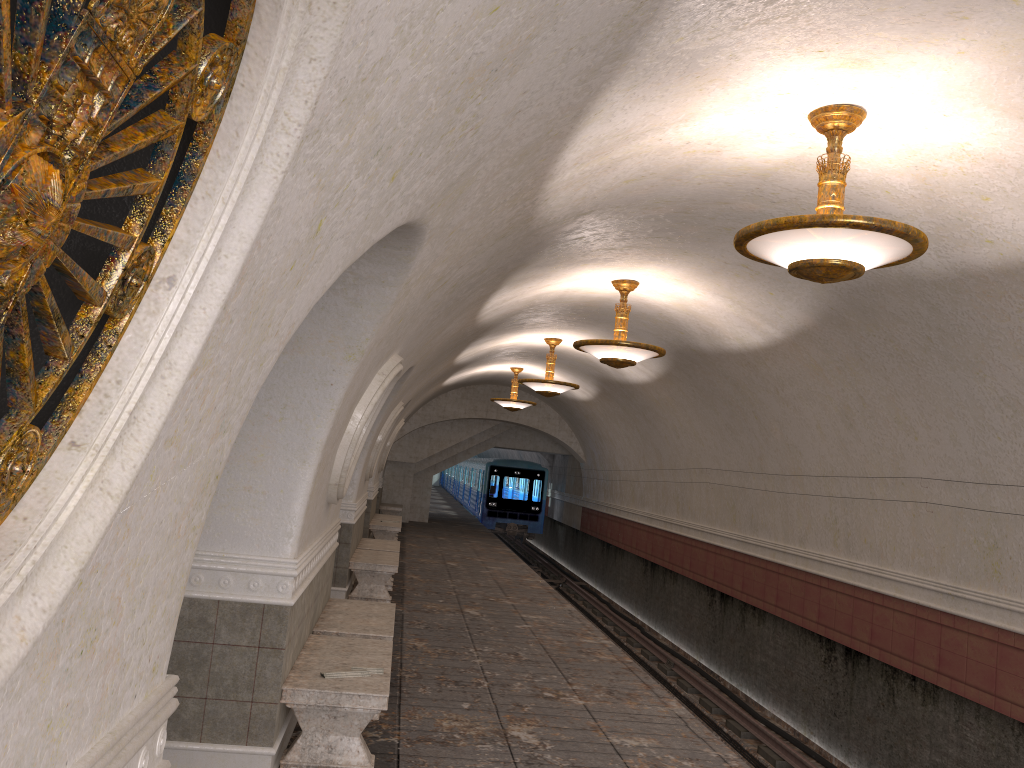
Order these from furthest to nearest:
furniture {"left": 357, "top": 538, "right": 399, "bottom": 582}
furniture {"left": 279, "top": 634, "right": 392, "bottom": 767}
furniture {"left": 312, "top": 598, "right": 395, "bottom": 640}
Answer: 1. furniture {"left": 357, "top": 538, "right": 399, "bottom": 582}
2. furniture {"left": 312, "top": 598, "right": 395, "bottom": 640}
3. furniture {"left": 279, "top": 634, "right": 392, "bottom": 767}

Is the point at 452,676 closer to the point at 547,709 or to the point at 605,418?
the point at 547,709

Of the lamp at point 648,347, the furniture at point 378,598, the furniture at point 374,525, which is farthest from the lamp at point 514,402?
the lamp at point 648,347

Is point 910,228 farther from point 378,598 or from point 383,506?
point 383,506

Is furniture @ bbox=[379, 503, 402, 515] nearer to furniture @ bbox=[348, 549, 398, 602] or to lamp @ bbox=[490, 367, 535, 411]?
lamp @ bbox=[490, 367, 535, 411]

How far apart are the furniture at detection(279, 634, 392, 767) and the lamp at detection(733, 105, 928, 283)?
3.2m

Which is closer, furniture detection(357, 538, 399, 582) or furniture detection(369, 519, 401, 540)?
furniture detection(357, 538, 399, 582)

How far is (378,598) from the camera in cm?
1102

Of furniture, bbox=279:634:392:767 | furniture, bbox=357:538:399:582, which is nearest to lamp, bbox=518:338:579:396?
furniture, bbox=357:538:399:582

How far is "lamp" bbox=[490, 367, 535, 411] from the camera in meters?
18.8
